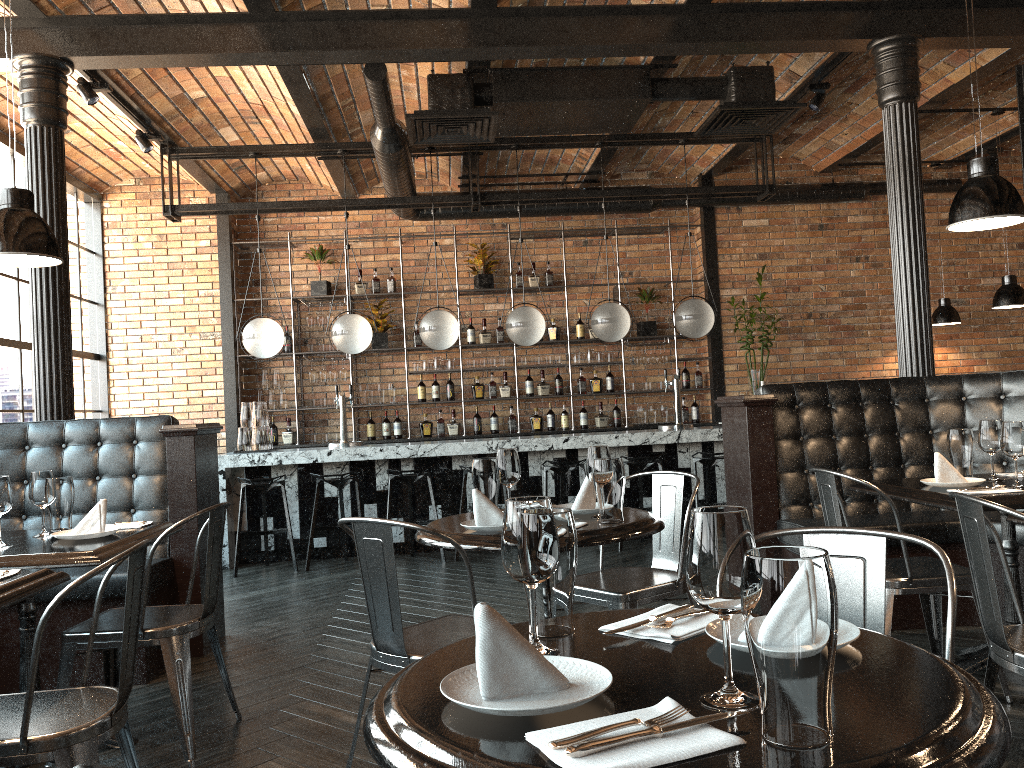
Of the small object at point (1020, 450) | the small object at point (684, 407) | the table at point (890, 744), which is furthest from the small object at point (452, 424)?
the table at point (890, 744)

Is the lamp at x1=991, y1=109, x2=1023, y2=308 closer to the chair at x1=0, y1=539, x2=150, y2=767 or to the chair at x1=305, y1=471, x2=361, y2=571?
the chair at x1=305, y1=471, x2=361, y2=571

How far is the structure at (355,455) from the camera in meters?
7.1

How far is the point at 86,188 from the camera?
8.52m

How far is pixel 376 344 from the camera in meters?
9.1

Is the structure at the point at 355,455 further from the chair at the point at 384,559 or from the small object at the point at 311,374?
the chair at the point at 384,559

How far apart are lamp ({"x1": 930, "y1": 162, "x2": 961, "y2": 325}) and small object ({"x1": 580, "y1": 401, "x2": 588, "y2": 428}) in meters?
3.7 m

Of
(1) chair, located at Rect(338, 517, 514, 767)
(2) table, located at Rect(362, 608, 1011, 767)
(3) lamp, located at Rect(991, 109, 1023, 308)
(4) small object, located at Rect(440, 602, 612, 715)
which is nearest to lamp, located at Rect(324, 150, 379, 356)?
(1) chair, located at Rect(338, 517, 514, 767)

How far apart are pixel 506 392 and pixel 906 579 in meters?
6.3 m

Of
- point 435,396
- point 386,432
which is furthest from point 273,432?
point 435,396
